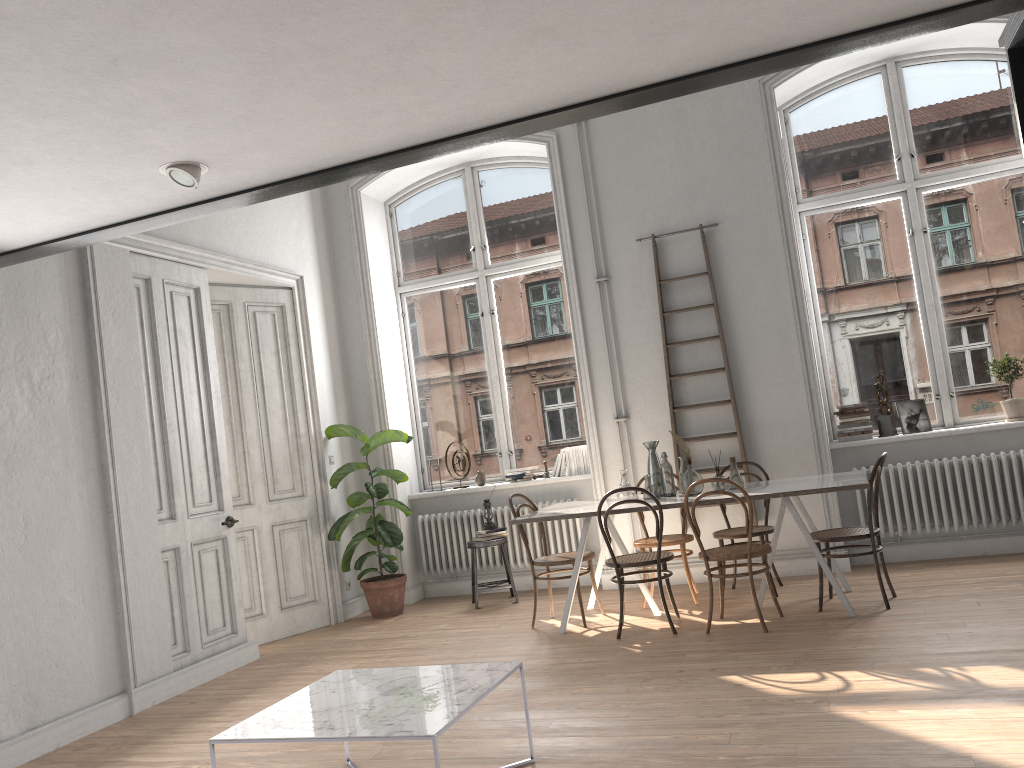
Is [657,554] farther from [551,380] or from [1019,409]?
[1019,409]

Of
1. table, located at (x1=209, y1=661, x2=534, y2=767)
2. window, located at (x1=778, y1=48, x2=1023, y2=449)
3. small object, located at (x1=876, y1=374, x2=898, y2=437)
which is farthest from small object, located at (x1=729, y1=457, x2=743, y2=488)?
table, located at (x1=209, y1=661, x2=534, y2=767)

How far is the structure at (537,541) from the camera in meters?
7.5

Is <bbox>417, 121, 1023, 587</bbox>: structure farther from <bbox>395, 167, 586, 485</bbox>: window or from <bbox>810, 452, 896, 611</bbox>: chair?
<bbox>810, 452, 896, 611</bbox>: chair

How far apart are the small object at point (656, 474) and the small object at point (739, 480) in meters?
0.5

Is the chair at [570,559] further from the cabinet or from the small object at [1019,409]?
the cabinet

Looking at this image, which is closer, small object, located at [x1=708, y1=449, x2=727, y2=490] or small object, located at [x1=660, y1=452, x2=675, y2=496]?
small object, located at [x1=708, y1=449, x2=727, y2=490]

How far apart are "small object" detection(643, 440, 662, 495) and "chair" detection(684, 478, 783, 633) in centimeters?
74cm

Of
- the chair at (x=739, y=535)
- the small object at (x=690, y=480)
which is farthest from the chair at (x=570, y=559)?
the chair at (x=739, y=535)

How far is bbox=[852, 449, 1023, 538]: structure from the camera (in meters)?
6.37
